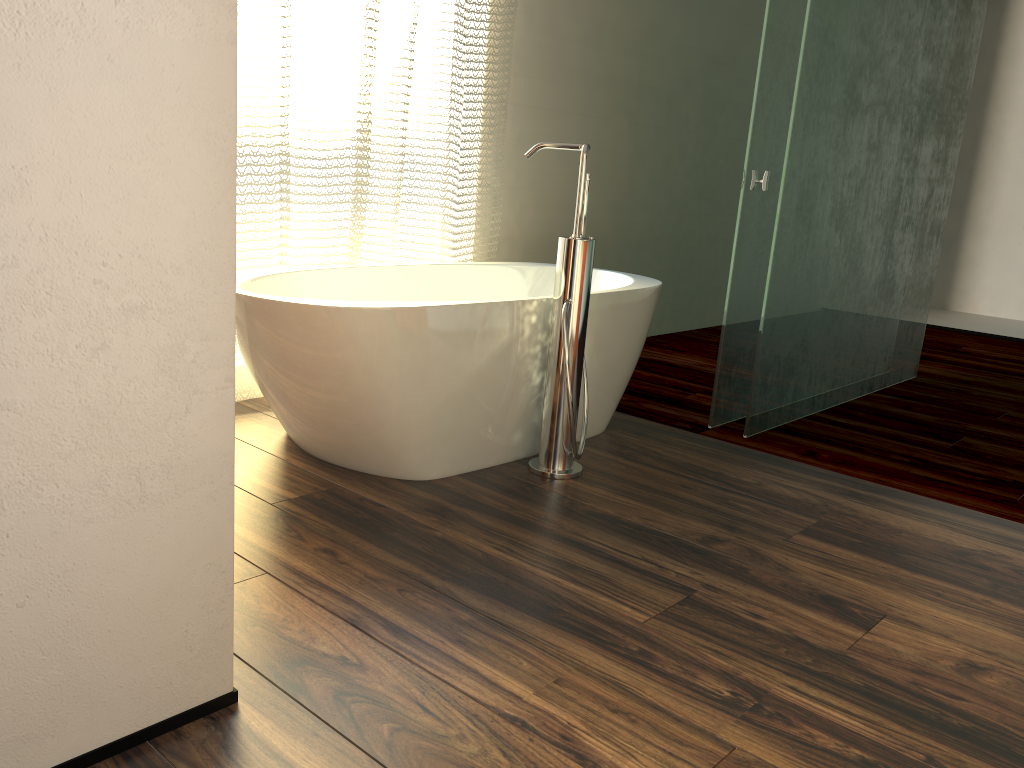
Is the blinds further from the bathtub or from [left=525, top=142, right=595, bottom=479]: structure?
[left=525, top=142, right=595, bottom=479]: structure

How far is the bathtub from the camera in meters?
2.1 m

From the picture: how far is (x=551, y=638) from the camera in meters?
1.6 m

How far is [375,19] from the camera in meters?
2.9 m

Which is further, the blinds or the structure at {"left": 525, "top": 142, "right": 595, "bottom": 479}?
the blinds

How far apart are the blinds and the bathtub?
0.1 meters

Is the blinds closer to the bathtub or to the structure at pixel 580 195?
the bathtub

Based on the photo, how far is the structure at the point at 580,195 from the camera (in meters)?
2.31

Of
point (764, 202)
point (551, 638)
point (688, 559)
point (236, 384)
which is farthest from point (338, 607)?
point (764, 202)

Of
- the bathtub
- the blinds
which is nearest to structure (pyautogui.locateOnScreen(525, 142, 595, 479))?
the bathtub
